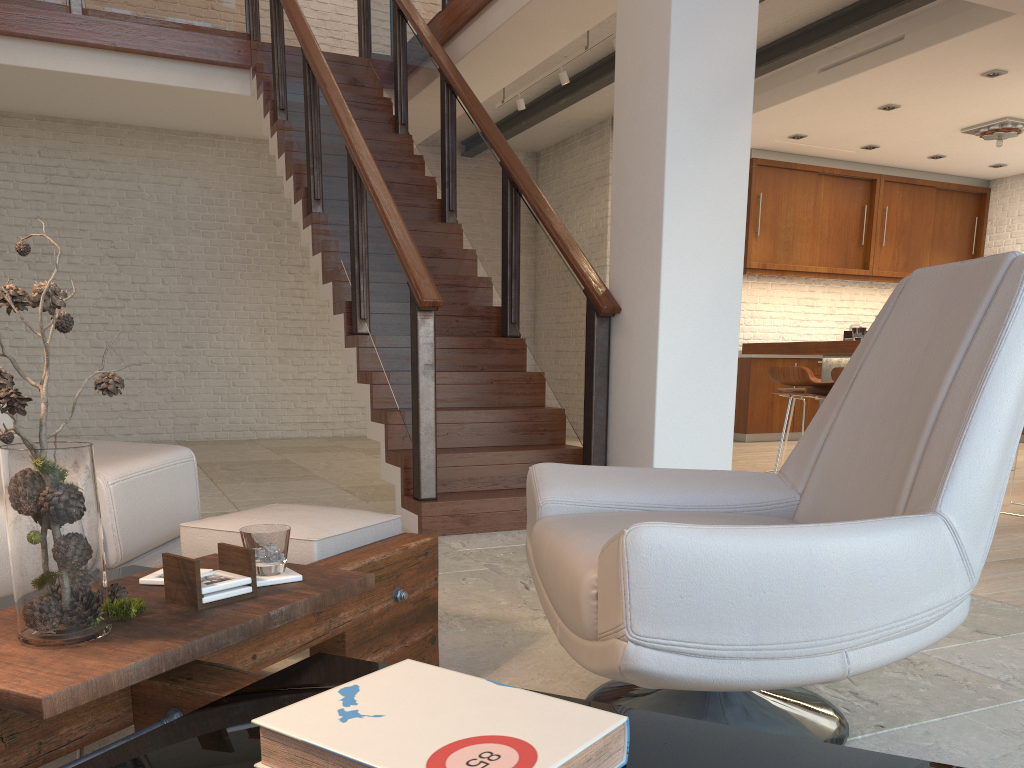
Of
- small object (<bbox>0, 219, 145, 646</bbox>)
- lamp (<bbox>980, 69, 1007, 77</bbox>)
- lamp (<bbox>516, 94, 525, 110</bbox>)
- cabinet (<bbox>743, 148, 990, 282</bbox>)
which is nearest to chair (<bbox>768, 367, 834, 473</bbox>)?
lamp (<bbox>980, 69, 1007, 77</bbox>)

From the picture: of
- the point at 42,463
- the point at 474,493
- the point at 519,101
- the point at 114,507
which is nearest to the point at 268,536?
the point at 42,463

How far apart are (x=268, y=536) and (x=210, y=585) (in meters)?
0.15

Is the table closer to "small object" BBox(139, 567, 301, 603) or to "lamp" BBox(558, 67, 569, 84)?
"small object" BBox(139, 567, 301, 603)

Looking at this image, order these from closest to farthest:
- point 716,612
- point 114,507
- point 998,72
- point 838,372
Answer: point 716,612
point 114,507
point 838,372
point 998,72

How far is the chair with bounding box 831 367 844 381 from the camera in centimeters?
506cm

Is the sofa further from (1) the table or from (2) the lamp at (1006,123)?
(2) the lamp at (1006,123)

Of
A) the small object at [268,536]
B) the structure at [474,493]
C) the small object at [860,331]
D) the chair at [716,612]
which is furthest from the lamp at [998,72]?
the small object at [268,536]

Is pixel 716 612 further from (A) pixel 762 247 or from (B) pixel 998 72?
(A) pixel 762 247

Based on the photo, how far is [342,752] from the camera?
0.8 meters
